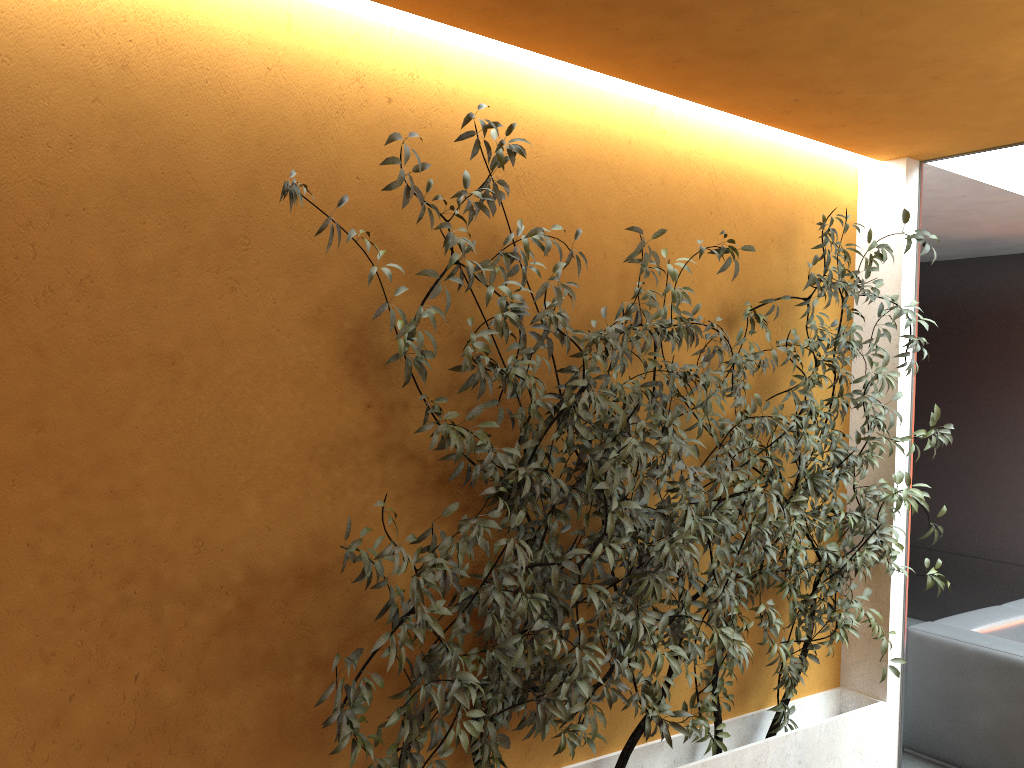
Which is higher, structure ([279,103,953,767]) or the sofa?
structure ([279,103,953,767])

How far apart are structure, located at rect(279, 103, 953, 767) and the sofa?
0.6 meters

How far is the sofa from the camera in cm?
421

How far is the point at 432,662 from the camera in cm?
261

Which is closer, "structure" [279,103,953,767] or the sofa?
"structure" [279,103,953,767]

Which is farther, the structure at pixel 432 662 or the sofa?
the sofa

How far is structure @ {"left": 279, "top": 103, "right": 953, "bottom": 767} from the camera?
2.6 meters

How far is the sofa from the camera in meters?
4.2

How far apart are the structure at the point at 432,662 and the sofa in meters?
0.6 m
